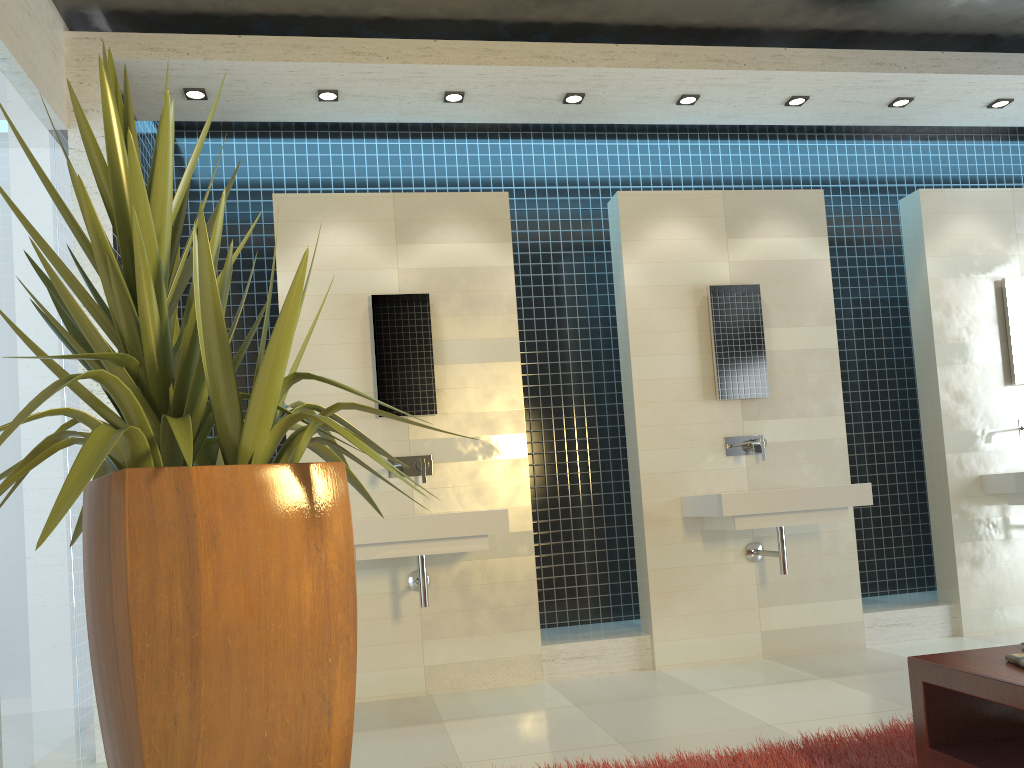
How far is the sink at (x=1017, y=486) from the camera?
5.11m

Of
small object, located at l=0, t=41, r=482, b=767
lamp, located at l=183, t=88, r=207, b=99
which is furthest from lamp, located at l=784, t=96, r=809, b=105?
small object, located at l=0, t=41, r=482, b=767

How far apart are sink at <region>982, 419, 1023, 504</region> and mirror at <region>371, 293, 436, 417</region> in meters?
3.4

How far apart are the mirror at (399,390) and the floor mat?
2.30m

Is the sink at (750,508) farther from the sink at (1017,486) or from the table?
the table

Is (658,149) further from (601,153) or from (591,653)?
(591,653)

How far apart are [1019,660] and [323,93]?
4.0 meters

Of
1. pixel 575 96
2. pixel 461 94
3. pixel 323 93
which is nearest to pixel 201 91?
pixel 323 93

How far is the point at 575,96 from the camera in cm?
484

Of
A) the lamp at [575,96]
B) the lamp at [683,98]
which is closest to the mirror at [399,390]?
the lamp at [575,96]
